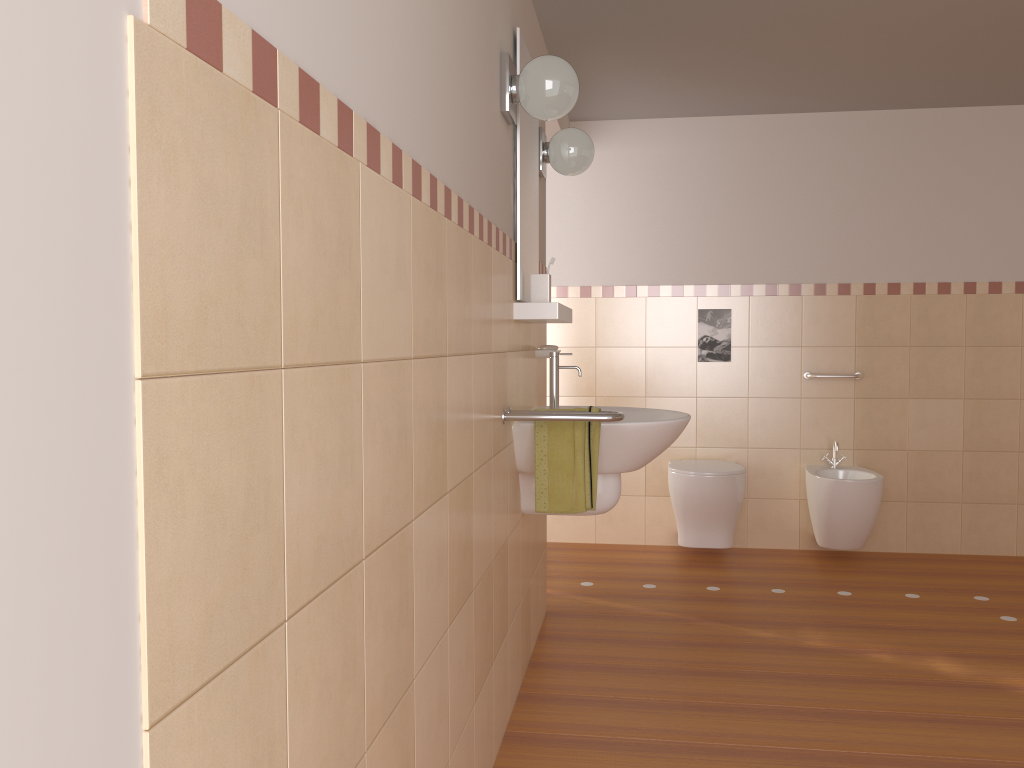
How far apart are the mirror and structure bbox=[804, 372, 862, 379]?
2.1 meters

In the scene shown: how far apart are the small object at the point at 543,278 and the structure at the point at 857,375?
2.3 meters

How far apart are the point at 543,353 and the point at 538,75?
1.1m

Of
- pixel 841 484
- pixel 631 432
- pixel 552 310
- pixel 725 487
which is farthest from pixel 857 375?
pixel 552 310

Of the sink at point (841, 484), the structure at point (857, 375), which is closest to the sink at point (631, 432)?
the sink at point (841, 484)

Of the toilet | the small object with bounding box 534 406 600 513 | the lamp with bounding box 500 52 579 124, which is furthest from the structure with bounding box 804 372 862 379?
the lamp with bounding box 500 52 579 124

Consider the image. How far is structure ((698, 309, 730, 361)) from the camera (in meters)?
4.66

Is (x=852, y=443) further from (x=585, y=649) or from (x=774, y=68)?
(x=585, y=649)

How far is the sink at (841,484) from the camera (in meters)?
4.14

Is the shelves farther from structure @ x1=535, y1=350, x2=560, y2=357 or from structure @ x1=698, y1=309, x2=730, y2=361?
structure @ x1=698, y1=309, x2=730, y2=361
